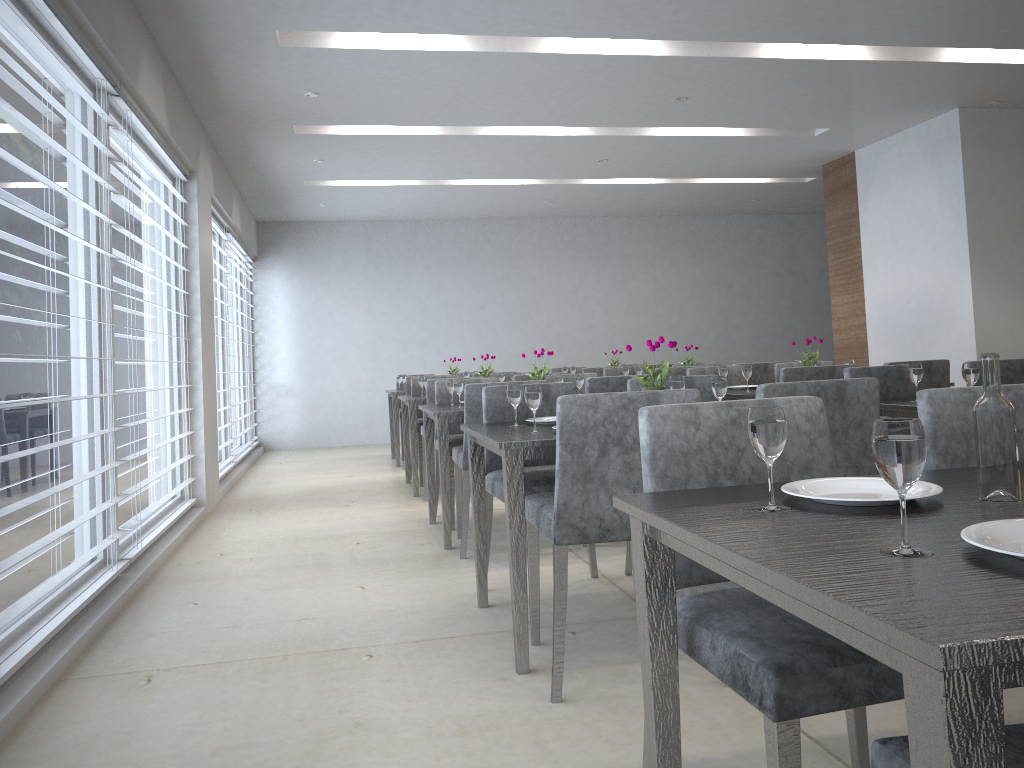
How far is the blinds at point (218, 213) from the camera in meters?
6.7

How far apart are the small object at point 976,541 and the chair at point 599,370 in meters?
6.6

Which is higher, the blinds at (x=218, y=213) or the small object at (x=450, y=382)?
the blinds at (x=218, y=213)

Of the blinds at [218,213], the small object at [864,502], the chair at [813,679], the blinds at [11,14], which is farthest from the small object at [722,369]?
the blinds at [218,213]

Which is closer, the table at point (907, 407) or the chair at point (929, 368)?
the table at point (907, 407)

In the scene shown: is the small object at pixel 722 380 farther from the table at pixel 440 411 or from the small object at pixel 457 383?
the small object at pixel 457 383

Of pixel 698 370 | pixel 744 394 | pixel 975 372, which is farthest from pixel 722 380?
pixel 698 370

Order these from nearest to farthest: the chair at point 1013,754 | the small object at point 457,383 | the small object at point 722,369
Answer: the chair at point 1013,754, the small object at point 457,383, the small object at point 722,369

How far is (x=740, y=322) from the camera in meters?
10.7

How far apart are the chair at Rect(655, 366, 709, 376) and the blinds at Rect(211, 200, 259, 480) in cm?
343
